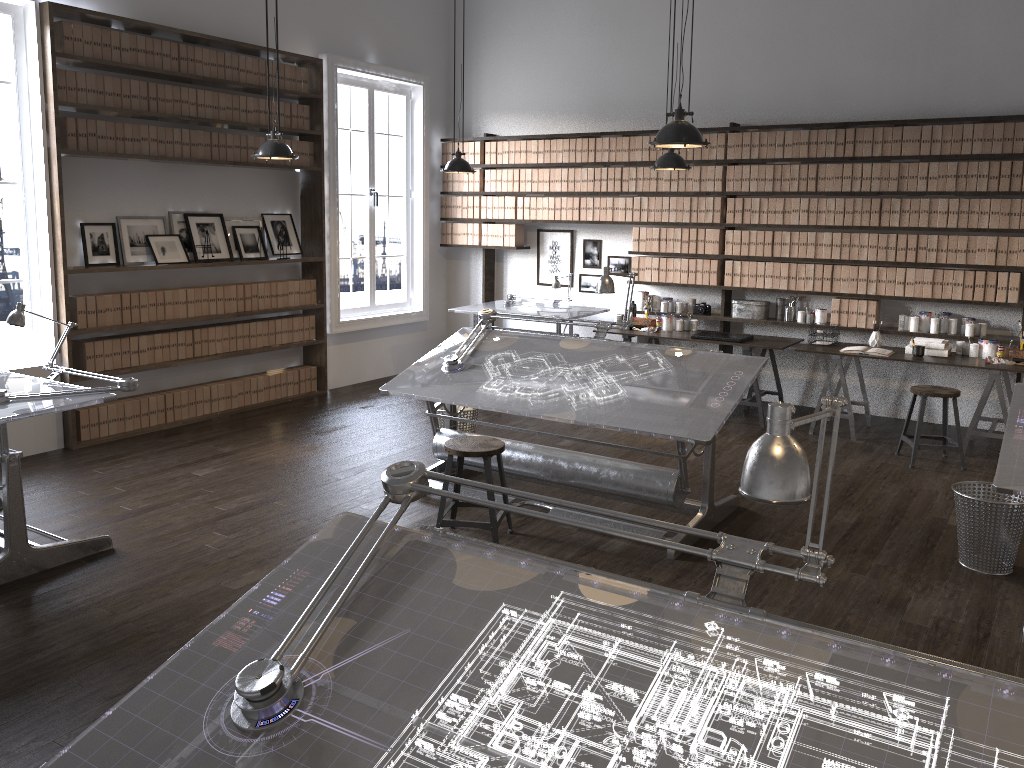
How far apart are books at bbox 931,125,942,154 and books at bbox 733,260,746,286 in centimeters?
172cm

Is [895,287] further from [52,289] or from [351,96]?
[351,96]

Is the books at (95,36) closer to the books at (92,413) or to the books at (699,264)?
the books at (92,413)

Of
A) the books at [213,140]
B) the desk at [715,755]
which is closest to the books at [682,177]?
the books at [213,140]

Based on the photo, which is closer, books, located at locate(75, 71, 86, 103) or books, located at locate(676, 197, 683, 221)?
books, located at locate(75, 71, 86, 103)

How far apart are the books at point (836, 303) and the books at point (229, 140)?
5.04m

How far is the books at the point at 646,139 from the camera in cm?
793

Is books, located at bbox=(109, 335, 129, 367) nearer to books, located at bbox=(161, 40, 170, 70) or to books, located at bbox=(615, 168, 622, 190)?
books, located at bbox=(161, 40, 170, 70)

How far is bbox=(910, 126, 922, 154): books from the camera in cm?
673

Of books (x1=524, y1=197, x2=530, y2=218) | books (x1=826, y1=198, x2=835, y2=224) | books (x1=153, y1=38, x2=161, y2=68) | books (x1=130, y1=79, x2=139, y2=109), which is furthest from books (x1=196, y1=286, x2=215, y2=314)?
books (x1=826, y1=198, x2=835, y2=224)
